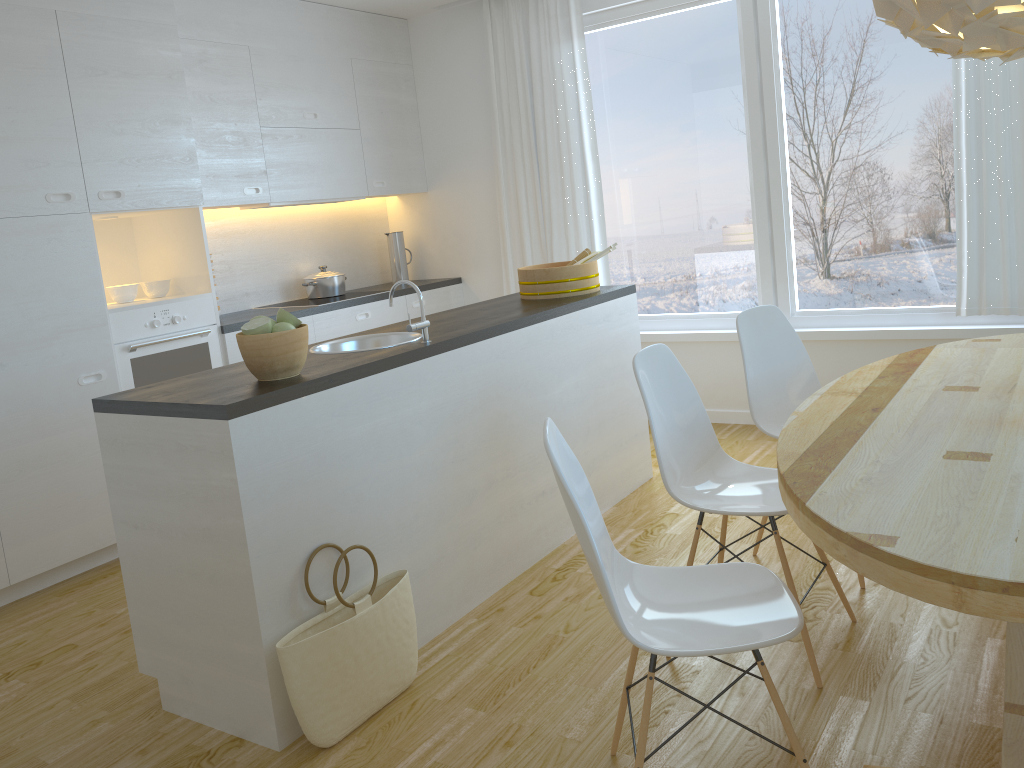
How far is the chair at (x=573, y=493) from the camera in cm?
176

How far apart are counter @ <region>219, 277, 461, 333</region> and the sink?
1.4m

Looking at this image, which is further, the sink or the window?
the window

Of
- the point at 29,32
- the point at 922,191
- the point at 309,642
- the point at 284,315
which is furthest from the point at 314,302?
the point at 922,191

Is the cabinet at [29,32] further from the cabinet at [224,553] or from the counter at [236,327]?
the cabinet at [224,553]

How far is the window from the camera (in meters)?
4.44

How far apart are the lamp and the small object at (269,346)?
1.7m

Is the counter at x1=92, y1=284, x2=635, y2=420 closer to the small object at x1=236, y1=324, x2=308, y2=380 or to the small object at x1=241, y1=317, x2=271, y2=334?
the small object at x1=236, y1=324, x2=308, y2=380

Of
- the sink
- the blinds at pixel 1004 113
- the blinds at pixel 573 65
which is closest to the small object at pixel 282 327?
the sink

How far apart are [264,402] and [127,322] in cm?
199
